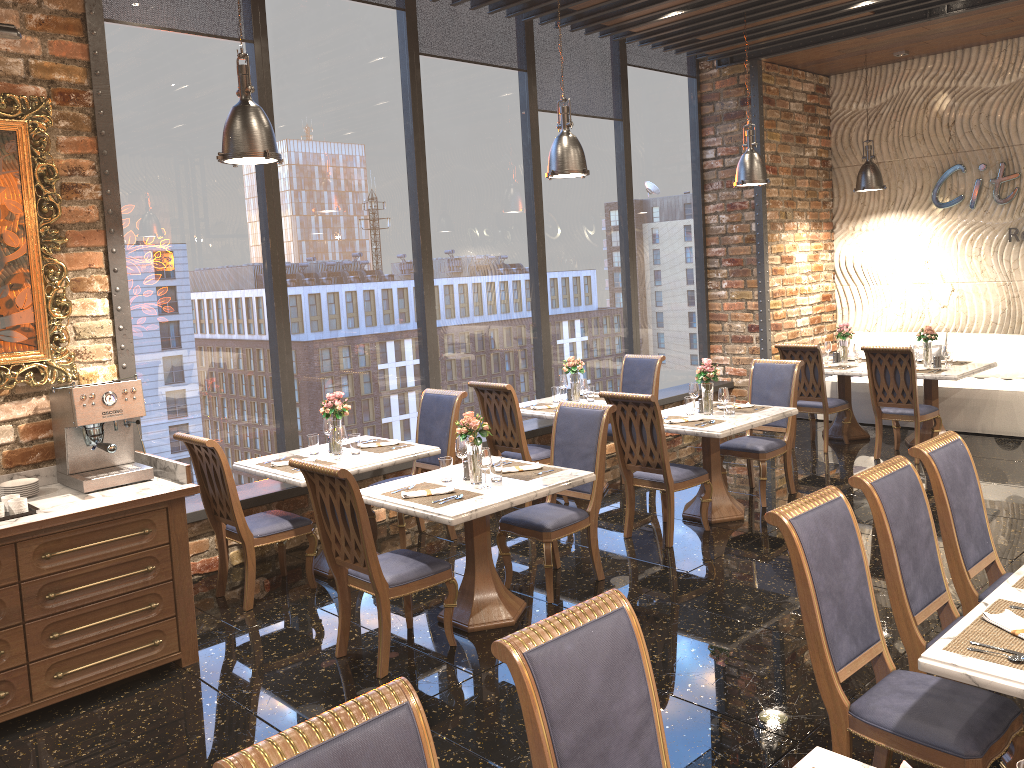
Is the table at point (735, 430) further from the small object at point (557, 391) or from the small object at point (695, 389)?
the small object at point (557, 391)

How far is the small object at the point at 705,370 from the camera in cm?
648

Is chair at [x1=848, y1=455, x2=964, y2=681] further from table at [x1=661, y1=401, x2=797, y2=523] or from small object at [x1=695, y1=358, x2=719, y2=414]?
small object at [x1=695, y1=358, x2=719, y2=414]

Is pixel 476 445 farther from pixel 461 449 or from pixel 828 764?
pixel 828 764

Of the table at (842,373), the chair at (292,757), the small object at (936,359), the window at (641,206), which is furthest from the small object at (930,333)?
the chair at (292,757)

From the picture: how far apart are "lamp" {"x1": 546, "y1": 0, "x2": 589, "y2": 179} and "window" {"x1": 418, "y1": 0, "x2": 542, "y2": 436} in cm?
145

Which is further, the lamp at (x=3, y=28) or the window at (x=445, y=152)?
the window at (x=445, y=152)

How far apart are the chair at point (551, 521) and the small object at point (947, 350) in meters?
4.5

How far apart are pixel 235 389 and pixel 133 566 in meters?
2.1

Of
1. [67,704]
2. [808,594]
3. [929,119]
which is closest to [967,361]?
[929,119]
